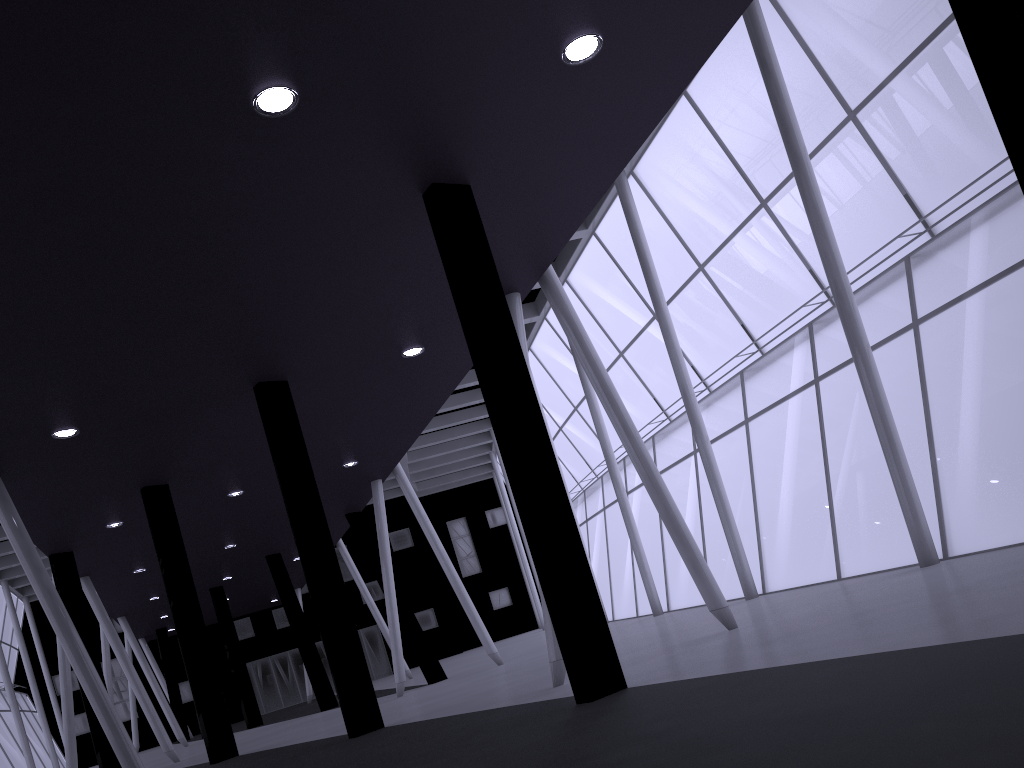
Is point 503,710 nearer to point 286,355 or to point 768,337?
point 286,355

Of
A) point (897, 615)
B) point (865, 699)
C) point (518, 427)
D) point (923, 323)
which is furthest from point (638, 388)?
point (865, 699)
